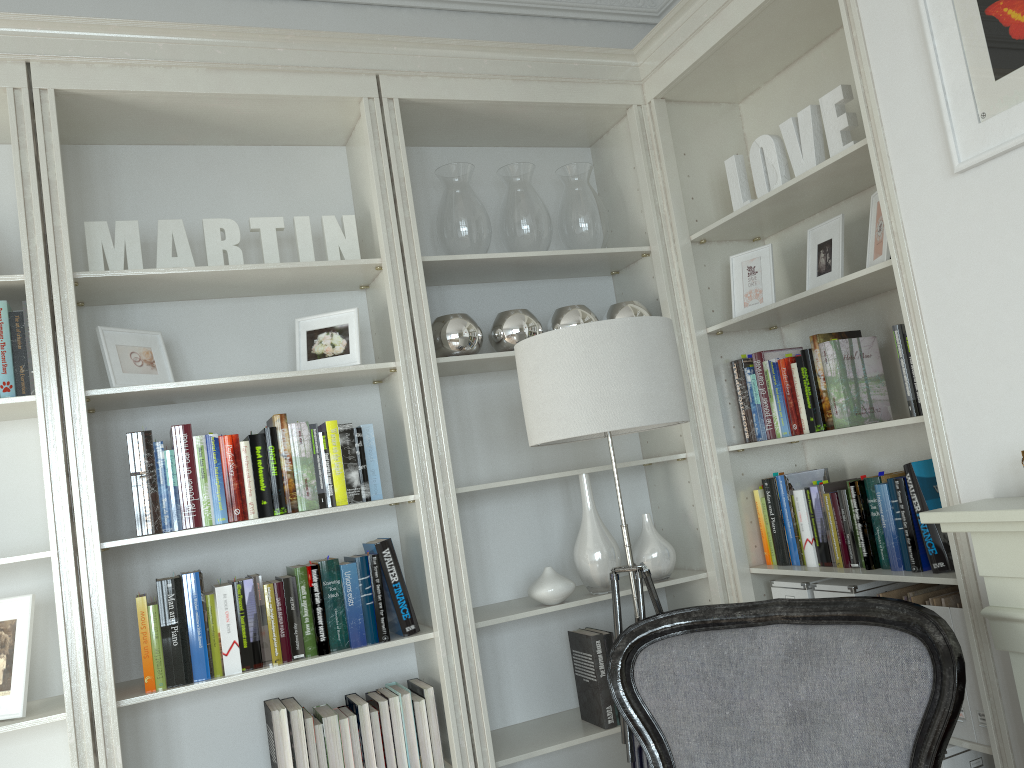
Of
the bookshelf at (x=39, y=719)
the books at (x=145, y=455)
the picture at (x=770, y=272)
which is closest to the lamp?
the books at (x=145, y=455)

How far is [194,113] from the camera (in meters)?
2.69

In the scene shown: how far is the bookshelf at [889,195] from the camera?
2.2 meters

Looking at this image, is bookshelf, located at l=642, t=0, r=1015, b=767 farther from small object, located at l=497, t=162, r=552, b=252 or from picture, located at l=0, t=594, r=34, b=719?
picture, located at l=0, t=594, r=34, b=719

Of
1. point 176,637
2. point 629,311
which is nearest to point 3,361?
point 176,637

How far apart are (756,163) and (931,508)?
1.2m

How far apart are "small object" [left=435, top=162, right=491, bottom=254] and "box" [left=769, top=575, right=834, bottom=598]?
1.47m

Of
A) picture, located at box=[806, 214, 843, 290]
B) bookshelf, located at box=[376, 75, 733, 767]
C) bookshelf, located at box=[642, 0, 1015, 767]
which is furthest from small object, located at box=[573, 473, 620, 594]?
picture, located at box=[806, 214, 843, 290]

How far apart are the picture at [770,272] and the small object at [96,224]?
1.26m

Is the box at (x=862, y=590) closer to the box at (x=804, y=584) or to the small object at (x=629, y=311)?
the box at (x=804, y=584)
